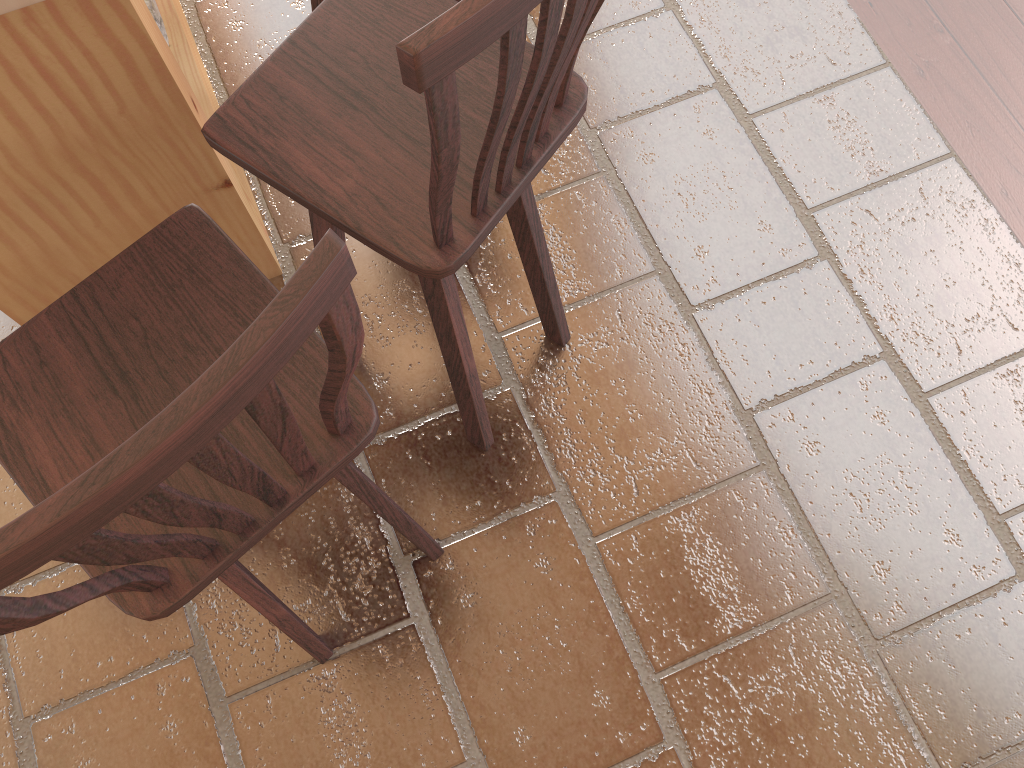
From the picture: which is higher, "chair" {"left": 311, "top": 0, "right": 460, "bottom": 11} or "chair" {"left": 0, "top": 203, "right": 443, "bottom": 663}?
"chair" {"left": 0, "top": 203, "right": 443, "bottom": 663}

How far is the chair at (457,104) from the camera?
0.8m

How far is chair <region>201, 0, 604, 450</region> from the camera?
0.8m

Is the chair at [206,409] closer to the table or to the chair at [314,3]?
the table

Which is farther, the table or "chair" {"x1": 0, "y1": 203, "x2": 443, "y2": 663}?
the table

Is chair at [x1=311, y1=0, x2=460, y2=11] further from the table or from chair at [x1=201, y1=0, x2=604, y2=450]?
chair at [x1=201, y1=0, x2=604, y2=450]

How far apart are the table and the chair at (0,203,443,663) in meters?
0.4 m

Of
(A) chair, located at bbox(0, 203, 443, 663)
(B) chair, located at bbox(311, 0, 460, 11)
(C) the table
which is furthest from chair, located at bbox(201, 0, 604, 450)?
(B) chair, located at bbox(311, 0, 460, 11)

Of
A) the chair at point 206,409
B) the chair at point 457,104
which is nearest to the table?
the chair at point 457,104

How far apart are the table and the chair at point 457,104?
0.22m
